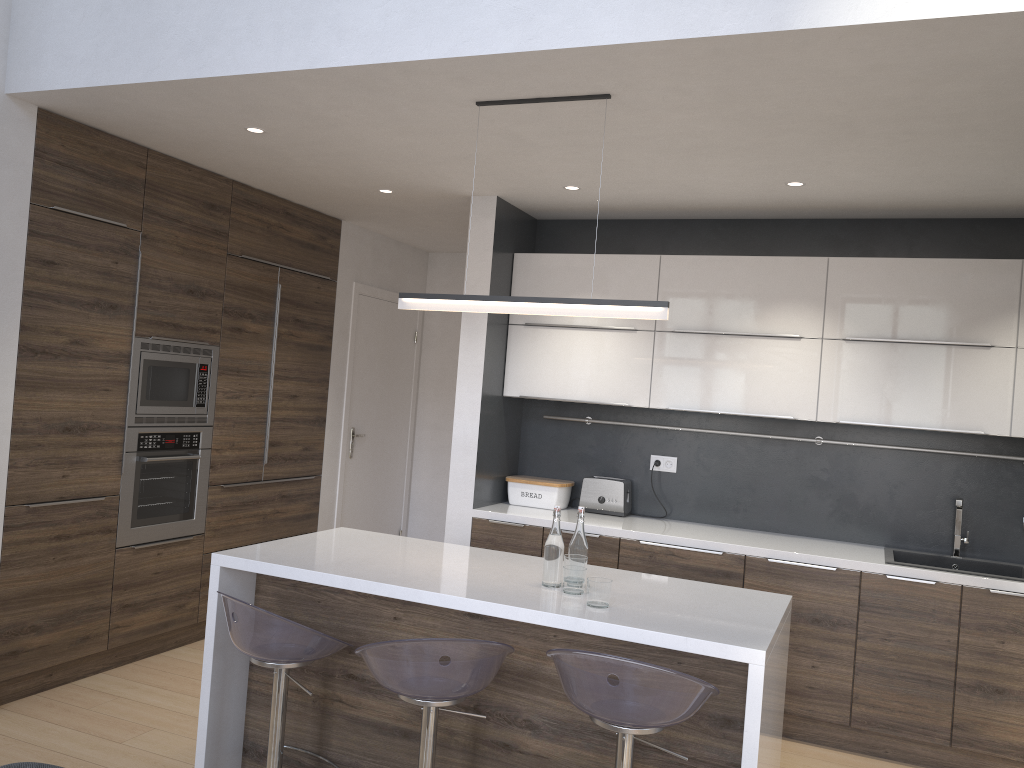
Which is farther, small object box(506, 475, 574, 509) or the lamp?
small object box(506, 475, 574, 509)

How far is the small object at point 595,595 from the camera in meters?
2.7

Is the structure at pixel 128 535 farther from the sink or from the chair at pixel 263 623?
the sink

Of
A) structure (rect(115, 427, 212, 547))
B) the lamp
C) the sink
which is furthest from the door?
the sink

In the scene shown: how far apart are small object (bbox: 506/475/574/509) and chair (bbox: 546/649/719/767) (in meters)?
2.24

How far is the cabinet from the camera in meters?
2.8

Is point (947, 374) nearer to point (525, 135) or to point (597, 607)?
point (525, 135)

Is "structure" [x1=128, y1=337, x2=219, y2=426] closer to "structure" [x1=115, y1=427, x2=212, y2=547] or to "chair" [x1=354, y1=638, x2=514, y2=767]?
"structure" [x1=115, y1=427, x2=212, y2=547]

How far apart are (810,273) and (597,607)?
2.37m

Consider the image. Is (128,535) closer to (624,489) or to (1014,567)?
(624,489)
